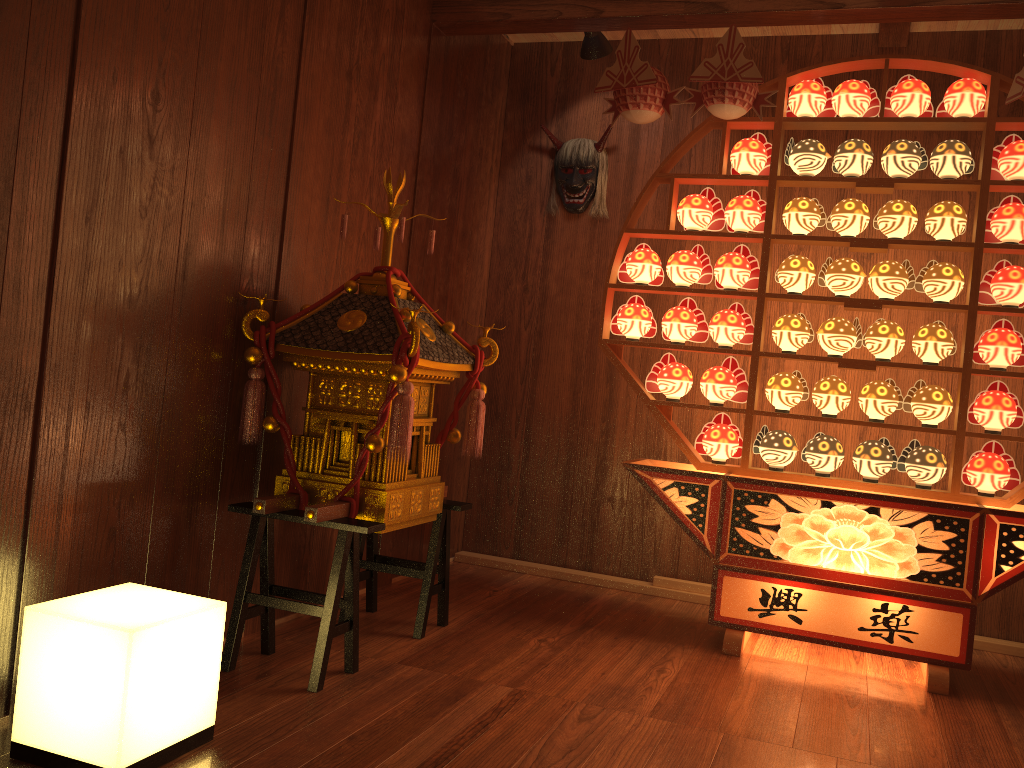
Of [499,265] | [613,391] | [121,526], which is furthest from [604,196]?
[121,526]

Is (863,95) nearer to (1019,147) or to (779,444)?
(1019,147)

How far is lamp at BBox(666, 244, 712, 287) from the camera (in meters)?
3.36

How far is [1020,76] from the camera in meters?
2.8

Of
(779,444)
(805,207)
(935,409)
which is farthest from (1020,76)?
(779,444)

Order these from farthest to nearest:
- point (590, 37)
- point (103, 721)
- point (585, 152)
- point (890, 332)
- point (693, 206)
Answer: point (585, 152)
point (590, 37)
point (693, 206)
point (890, 332)
point (103, 721)

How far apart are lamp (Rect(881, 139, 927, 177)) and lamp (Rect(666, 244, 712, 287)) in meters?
0.7

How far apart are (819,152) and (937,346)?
0.81m

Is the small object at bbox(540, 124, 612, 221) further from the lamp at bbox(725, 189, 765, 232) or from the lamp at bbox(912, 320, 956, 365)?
the lamp at bbox(912, 320, 956, 365)

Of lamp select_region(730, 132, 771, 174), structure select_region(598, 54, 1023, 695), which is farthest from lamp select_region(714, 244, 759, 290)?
lamp select_region(730, 132, 771, 174)
